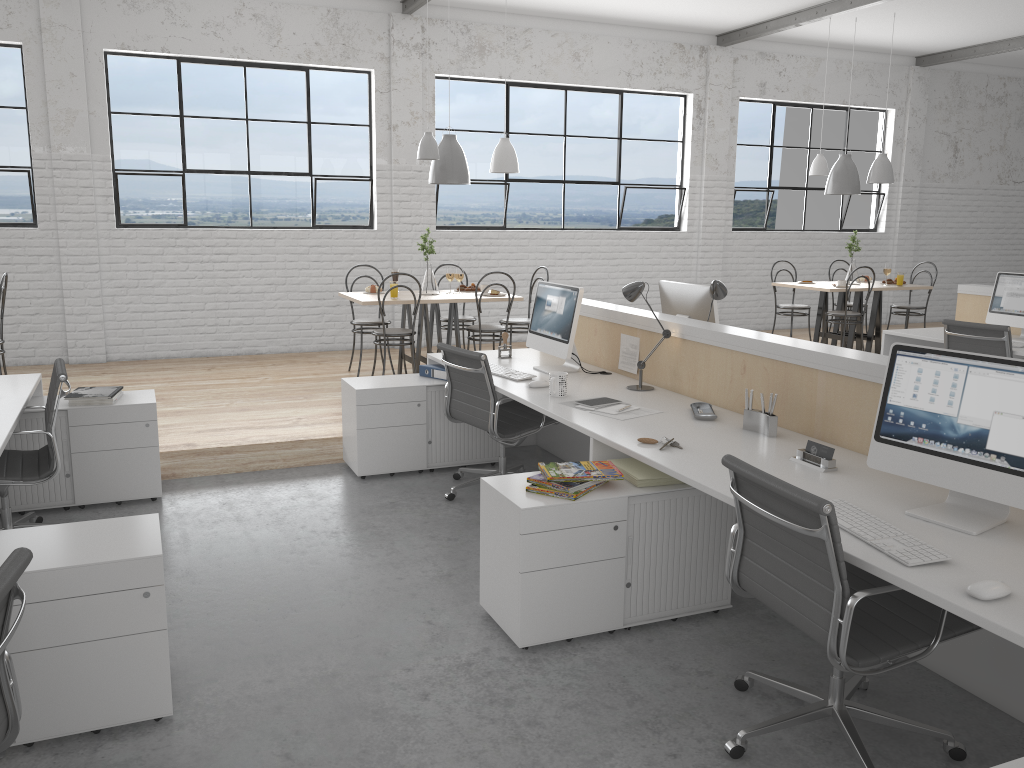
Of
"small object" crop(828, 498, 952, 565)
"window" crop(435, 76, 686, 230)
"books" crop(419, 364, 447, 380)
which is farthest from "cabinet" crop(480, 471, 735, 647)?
"window" crop(435, 76, 686, 230)

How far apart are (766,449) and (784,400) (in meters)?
0.31

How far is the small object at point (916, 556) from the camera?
1.70m

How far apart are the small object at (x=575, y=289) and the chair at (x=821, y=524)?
1.6m

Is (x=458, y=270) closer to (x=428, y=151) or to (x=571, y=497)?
(x=428, y=151)

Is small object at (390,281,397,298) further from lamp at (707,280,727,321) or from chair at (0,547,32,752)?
chair at (0,547,32,752)

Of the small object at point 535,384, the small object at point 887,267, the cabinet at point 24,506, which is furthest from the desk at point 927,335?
the cabinet at point 24,506

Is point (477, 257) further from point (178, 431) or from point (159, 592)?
point (159, 592)

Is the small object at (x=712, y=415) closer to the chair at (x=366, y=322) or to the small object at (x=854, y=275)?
the chair at (x=366, y=322)

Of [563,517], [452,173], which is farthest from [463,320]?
[563,517]
